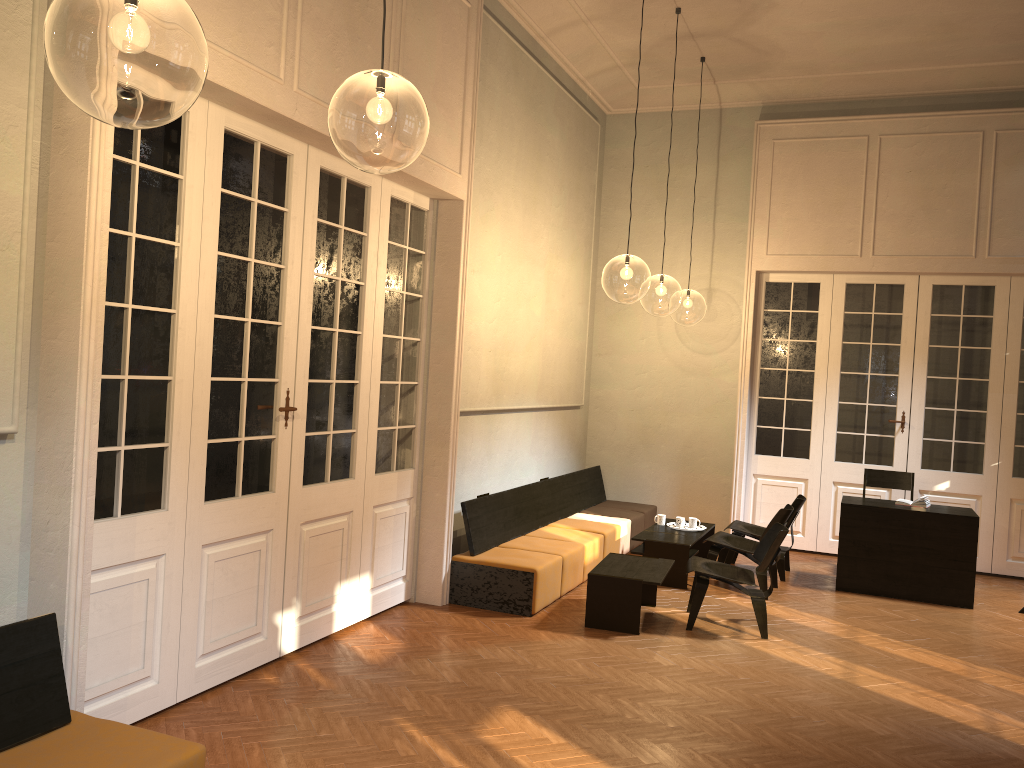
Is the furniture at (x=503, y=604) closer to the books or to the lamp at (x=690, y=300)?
the books

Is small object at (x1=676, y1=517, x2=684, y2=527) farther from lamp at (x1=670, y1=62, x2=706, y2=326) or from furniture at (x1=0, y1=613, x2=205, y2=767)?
lamp at (x1=670, y1=62, x2=706, y2=326)

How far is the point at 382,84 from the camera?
9.1m

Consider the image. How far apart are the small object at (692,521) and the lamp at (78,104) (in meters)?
6.02

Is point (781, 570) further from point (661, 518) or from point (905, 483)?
point (905, 483)

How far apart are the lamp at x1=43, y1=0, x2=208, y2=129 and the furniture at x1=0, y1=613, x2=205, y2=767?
4.5 meters

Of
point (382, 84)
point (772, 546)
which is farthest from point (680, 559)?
point (382, 84)

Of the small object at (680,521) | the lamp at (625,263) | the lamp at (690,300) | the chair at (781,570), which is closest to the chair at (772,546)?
the chair at (781,570)

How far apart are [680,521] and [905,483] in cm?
248

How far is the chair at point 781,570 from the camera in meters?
8.6
